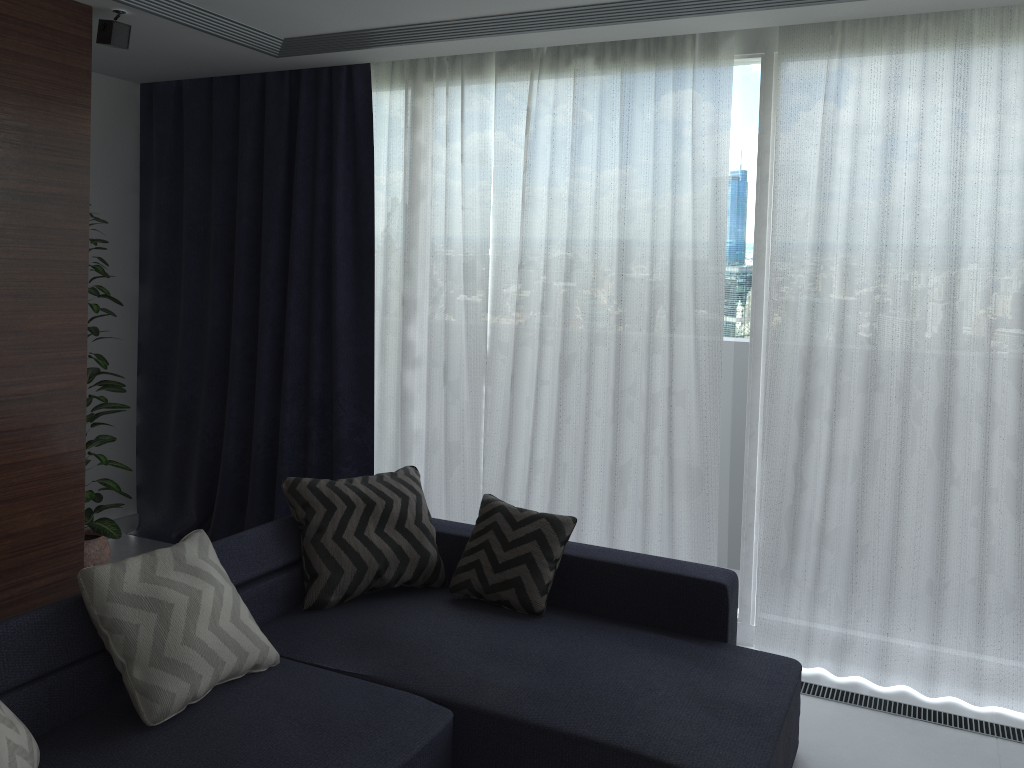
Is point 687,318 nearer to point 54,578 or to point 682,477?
point 682,477

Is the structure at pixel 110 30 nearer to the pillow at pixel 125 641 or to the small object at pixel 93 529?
the small object at pixel 93 529

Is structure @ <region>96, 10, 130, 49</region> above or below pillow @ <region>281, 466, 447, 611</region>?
above

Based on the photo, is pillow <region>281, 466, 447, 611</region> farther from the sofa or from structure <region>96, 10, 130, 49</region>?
structure <region>96, 10, 130, 49</region>

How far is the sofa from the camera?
2.36m

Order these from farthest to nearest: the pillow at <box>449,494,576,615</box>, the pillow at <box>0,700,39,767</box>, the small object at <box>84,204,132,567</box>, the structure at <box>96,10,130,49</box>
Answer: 1. the small object at <box>84,204,132,567</box>
2. the structure at <box>96,10,130,49</box>
3. the pillow at <box>449,494,576,615</box>
4. the pillow at <box>0,700,39,767</box>

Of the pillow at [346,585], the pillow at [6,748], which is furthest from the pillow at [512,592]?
the pillow at [6,748]

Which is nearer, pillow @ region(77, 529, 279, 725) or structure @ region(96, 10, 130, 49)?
pillow @ region(77, 529, 279, 725)

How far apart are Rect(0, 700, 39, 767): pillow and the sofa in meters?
Result: 0.1 m

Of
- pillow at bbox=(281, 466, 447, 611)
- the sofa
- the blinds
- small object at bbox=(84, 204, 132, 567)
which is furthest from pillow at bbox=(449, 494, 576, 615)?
small object at bbox=(84, 204, 132, 567)
